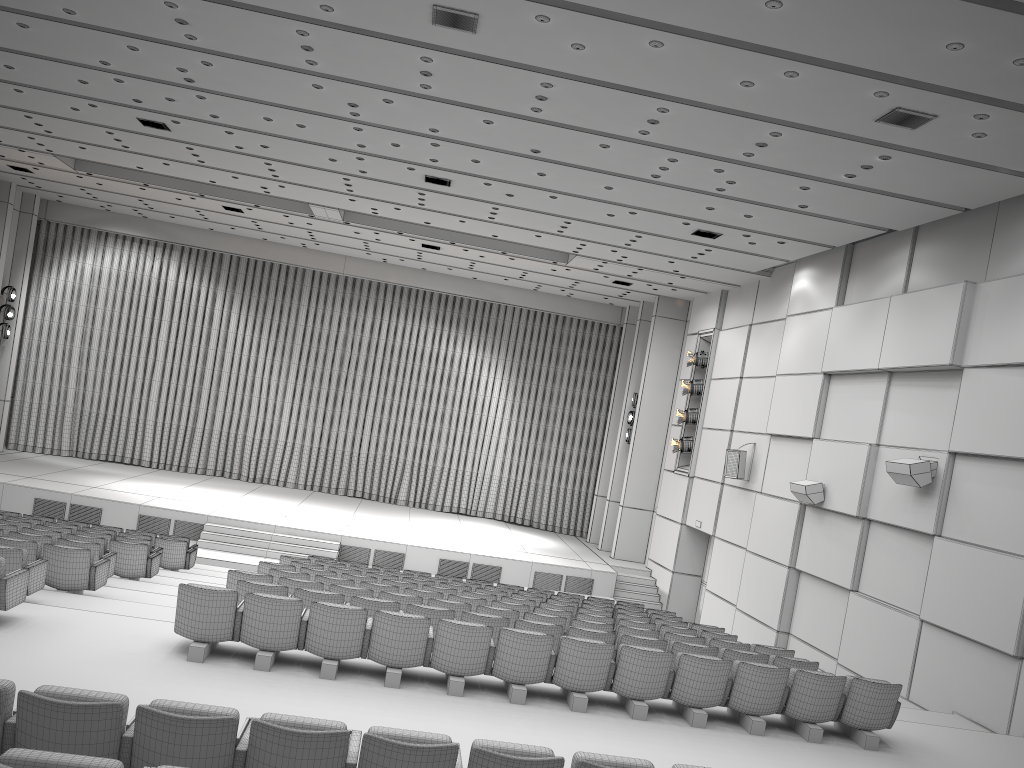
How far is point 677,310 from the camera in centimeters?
2190cm

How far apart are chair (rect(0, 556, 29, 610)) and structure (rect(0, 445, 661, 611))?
10.1 meters

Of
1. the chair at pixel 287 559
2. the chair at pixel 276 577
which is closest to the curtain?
the chair at pixel 287 559

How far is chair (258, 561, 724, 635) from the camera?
11.6m

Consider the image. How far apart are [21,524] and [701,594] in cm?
1330

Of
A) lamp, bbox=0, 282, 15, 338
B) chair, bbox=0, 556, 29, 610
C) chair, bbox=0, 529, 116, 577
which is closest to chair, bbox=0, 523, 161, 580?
chair, bbox=0, 529, 116, 577

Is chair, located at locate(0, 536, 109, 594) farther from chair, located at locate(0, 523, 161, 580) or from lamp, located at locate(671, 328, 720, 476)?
lamp, located at locate(671, 328, 720, 476)

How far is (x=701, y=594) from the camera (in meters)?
19.35

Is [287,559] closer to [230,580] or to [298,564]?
[298,564]

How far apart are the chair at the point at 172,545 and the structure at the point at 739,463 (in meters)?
9.57
